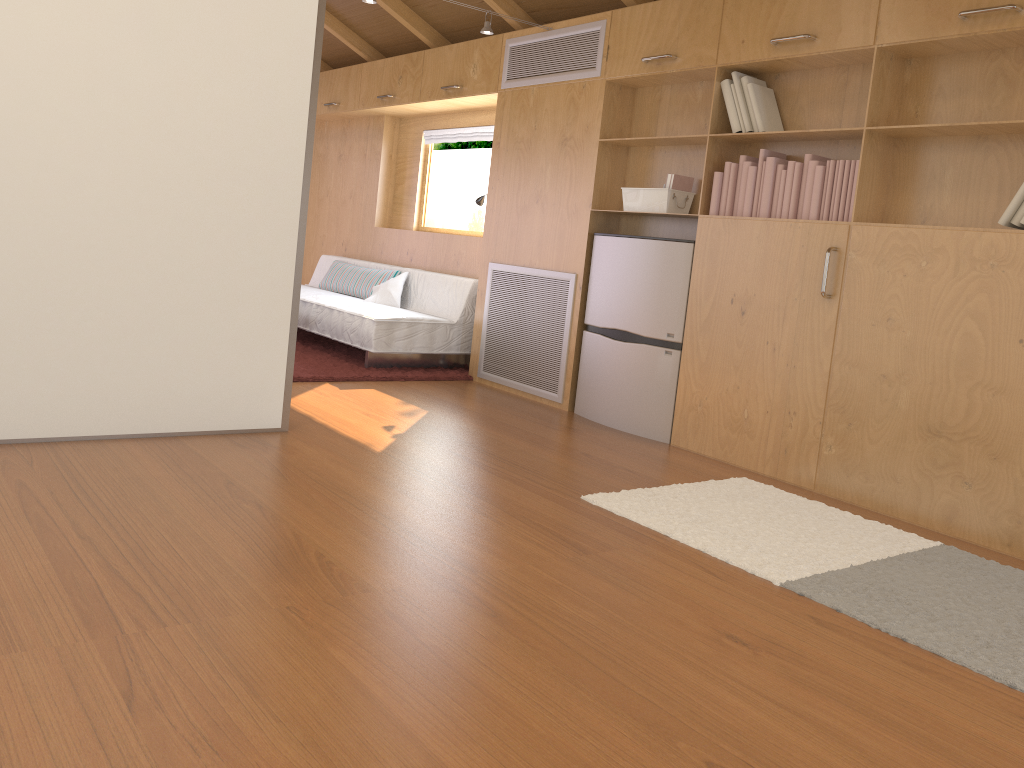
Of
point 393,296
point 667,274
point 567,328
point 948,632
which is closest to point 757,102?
point 667,274

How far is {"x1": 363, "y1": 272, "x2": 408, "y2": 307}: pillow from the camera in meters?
6.1 m

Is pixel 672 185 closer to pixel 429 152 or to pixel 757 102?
pixel 757 102

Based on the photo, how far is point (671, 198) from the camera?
4.31m

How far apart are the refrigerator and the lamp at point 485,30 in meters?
1.2

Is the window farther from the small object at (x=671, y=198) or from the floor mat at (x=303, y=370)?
the small object at (x=671, y=198)

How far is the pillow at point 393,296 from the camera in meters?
6.1

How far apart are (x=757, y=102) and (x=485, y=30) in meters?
1.6

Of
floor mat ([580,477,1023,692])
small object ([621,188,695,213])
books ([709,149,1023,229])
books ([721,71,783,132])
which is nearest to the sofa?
small object ([621,188,695,213])

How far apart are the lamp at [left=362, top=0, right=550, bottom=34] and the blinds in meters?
1.4
